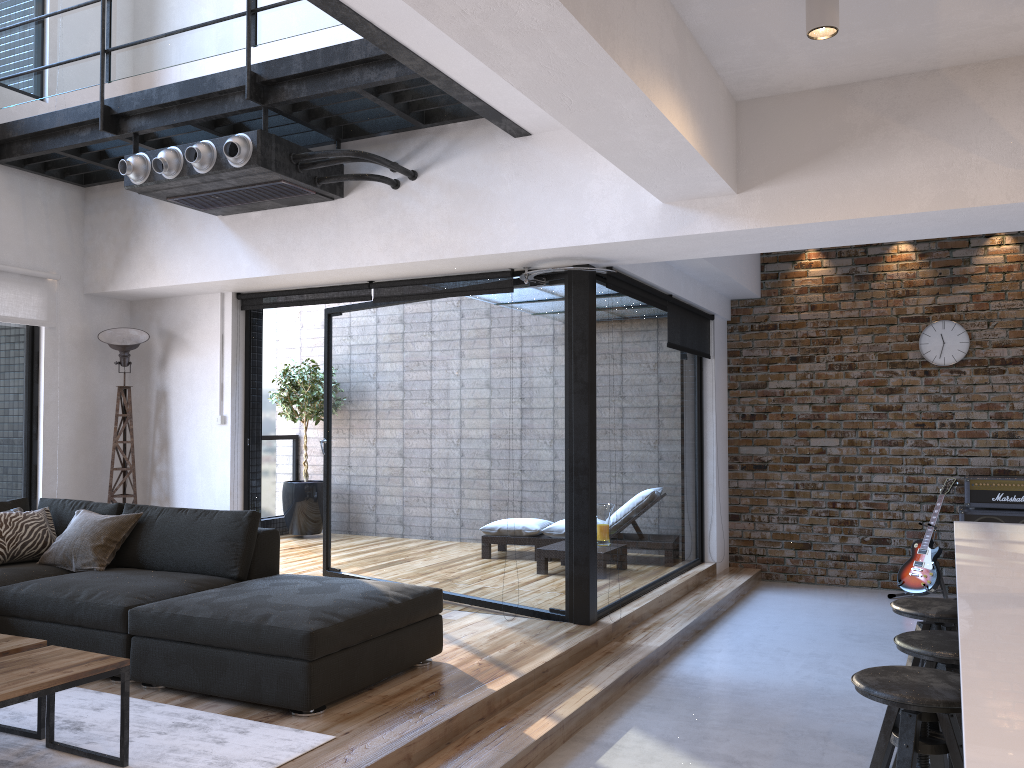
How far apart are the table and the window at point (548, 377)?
2.7 meters

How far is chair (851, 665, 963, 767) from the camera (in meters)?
2.28

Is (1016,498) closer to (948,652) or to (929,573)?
(929,573)

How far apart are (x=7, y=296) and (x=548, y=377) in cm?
352

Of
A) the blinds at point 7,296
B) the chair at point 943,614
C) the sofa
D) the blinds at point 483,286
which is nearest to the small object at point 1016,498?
the blinds at point 483,286

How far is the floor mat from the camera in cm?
296

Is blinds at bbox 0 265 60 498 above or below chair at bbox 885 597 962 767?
above

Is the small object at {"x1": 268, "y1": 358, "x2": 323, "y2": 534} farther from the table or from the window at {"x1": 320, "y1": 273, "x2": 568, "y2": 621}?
the table

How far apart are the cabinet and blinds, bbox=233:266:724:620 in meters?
2.2 m

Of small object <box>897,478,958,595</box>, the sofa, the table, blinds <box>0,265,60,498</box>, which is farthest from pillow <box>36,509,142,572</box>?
small object <box>897,478,958,595</box>
